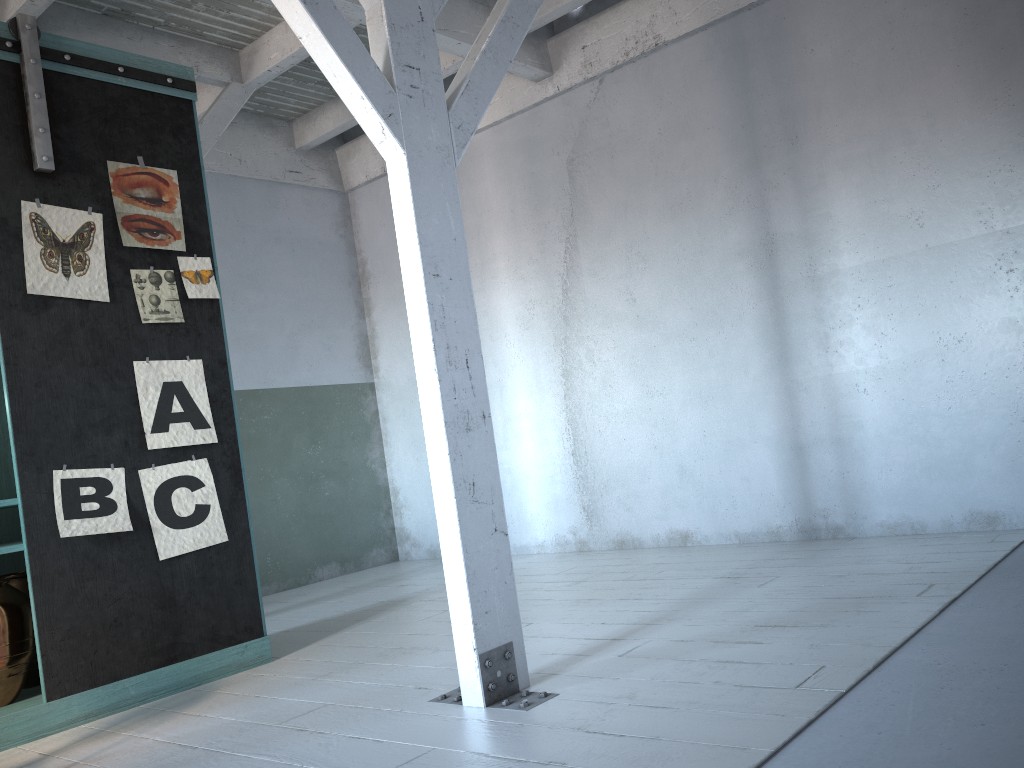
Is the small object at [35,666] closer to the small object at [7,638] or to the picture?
the small object at [7,638]

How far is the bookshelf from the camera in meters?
4.4

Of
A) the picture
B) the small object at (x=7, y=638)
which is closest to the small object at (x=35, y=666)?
the small object at (x=7, y=638)

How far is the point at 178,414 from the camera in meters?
4.9 m

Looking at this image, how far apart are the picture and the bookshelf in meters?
0.0 m

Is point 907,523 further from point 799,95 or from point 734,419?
point 799,95

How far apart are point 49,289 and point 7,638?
1.77m

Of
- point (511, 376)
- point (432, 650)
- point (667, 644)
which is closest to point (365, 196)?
point (511, 376)

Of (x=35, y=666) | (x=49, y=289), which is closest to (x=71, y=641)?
(x=35, y=666)

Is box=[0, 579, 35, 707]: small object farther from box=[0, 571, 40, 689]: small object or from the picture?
the picture
